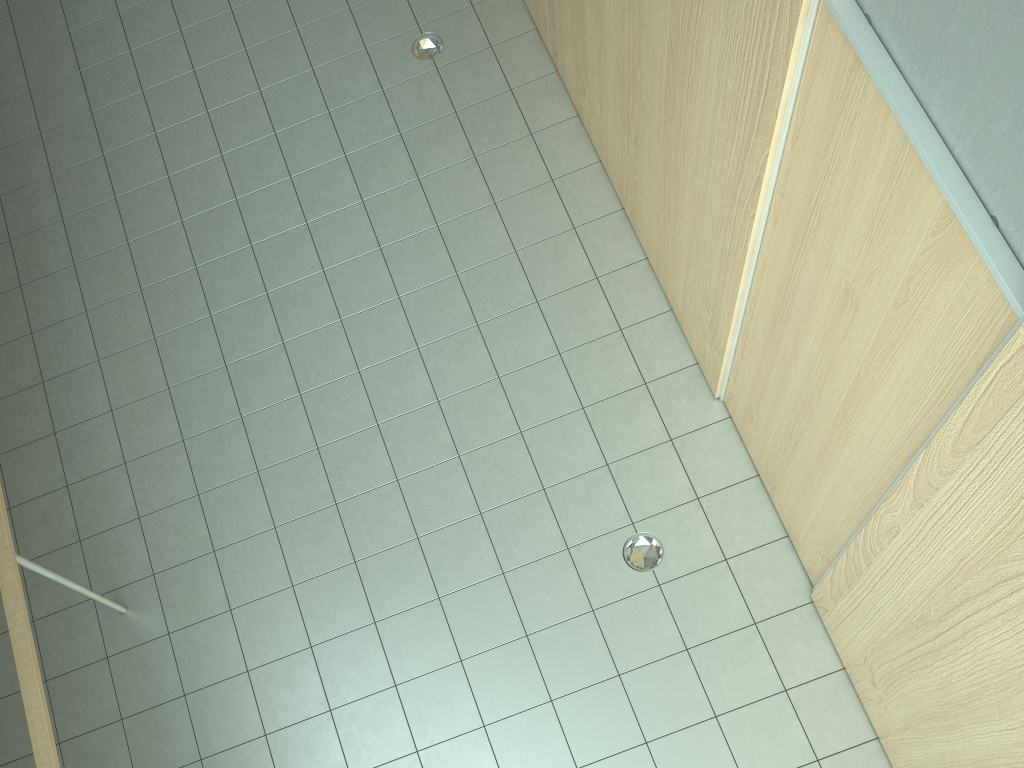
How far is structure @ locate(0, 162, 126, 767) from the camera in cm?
296

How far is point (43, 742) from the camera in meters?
3.0 m

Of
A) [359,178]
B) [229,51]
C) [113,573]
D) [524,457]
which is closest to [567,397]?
[524,457]

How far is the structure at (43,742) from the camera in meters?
3.0
